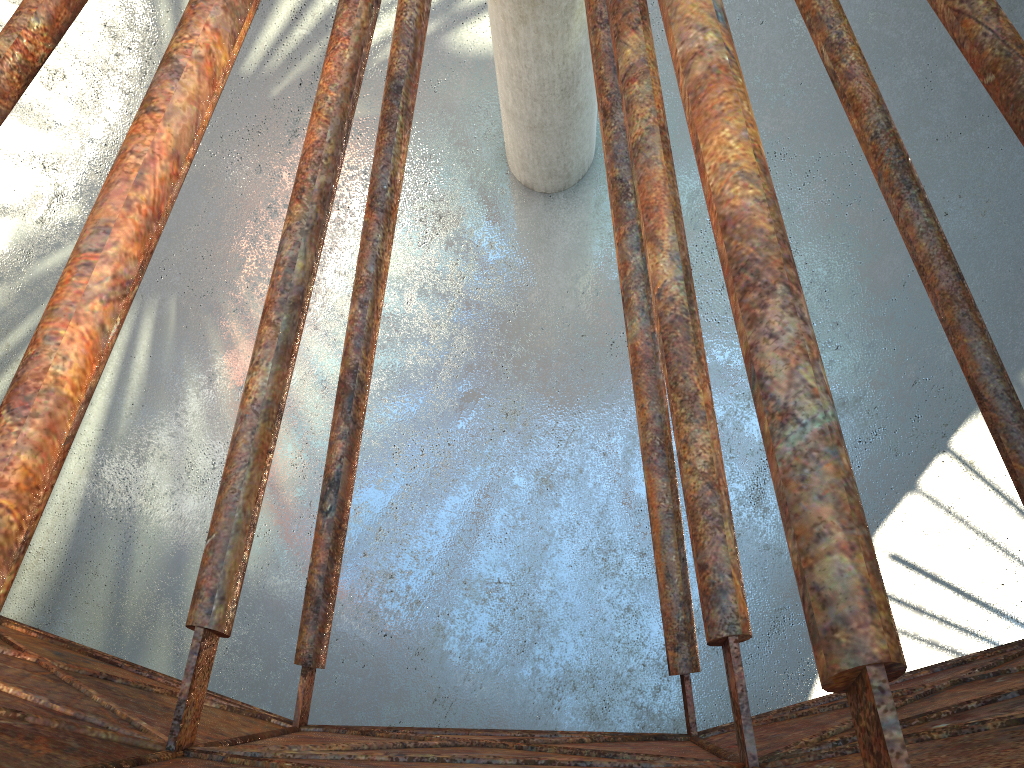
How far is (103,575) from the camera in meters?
19.3 m

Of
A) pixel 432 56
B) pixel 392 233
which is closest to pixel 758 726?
pixel 392 233

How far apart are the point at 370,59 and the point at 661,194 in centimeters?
1744cm

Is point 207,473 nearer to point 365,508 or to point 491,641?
point 365,508
